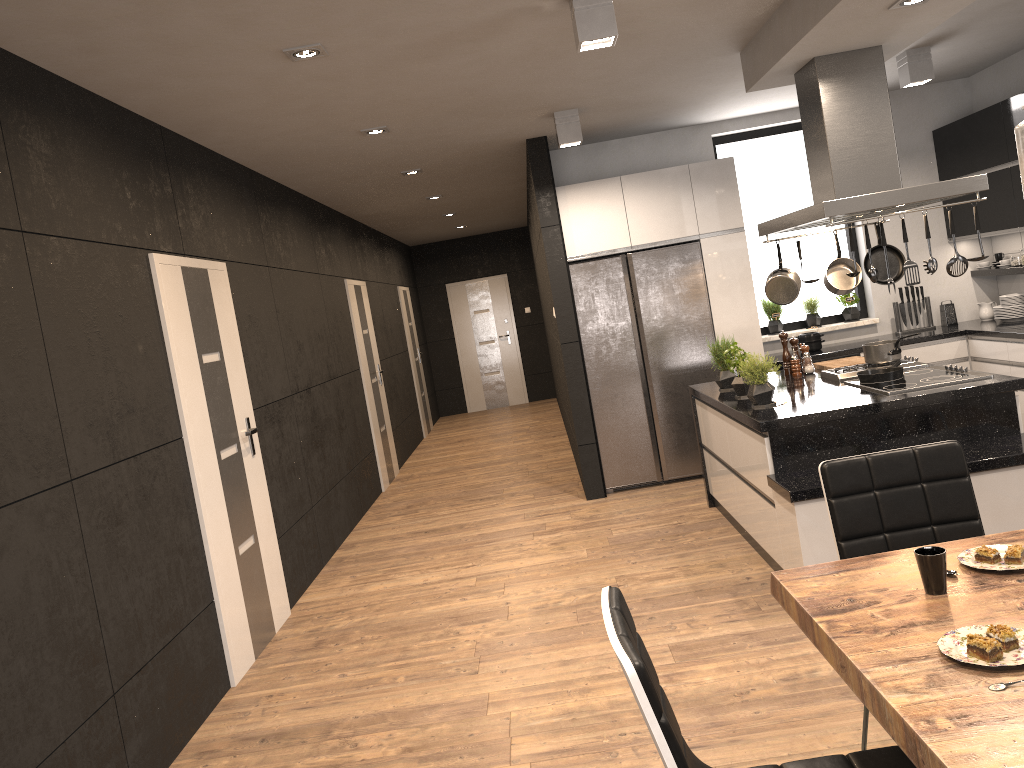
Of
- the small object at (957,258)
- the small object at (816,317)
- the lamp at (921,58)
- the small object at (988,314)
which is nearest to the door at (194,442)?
the small object at (957,258)

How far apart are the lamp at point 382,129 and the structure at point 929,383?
3.1m

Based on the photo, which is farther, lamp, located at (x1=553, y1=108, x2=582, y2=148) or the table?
lamp, located at (x1=553, y1=108, x2=582, y2=148)

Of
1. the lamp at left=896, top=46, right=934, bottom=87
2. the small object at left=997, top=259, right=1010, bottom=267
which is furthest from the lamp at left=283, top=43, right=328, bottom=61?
the small object at left=997, top=259, right=1010, bottom=267

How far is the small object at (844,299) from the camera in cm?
723

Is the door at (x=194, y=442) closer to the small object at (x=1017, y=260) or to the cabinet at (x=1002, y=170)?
the cabinet at (x=1002, y=170)

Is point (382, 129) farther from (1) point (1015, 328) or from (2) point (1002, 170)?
(1) point (1015, 328)

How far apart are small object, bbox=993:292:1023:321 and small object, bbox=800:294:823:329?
1.3m

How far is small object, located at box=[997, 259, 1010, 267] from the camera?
6.8 meters

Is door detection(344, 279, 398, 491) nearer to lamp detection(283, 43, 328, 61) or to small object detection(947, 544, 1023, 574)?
lamp detection(283, 43, 328, 61)
